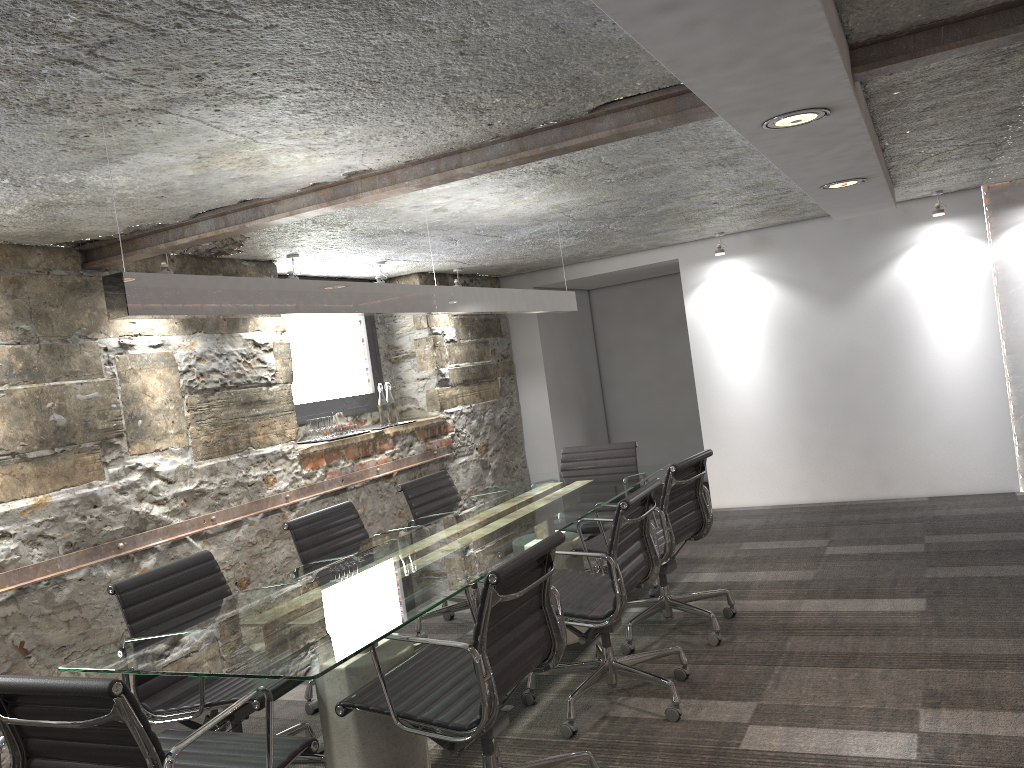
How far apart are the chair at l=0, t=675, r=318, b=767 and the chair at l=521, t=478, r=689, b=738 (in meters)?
1.16

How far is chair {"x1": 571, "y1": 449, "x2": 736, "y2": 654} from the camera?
3.95m

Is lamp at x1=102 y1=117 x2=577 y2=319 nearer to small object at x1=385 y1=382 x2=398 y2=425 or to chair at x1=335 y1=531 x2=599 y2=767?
chair at x1=335 y1=531 x2=599 y2=767

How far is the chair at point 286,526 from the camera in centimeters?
382cm

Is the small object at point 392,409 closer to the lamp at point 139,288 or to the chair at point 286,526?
the lamp at point 139,288

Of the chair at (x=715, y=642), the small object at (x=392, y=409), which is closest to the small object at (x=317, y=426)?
the small object at (x=392, y=409)

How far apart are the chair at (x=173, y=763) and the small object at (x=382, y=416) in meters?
3.6

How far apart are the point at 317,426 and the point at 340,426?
0.26m

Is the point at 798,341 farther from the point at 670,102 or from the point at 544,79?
the point at 544,79

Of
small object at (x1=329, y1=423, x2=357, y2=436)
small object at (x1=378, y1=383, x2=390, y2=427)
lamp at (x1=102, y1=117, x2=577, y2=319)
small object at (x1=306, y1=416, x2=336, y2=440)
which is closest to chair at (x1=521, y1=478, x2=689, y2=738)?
lamp at (x1=102, y1=117, x2=577, y2=319)
